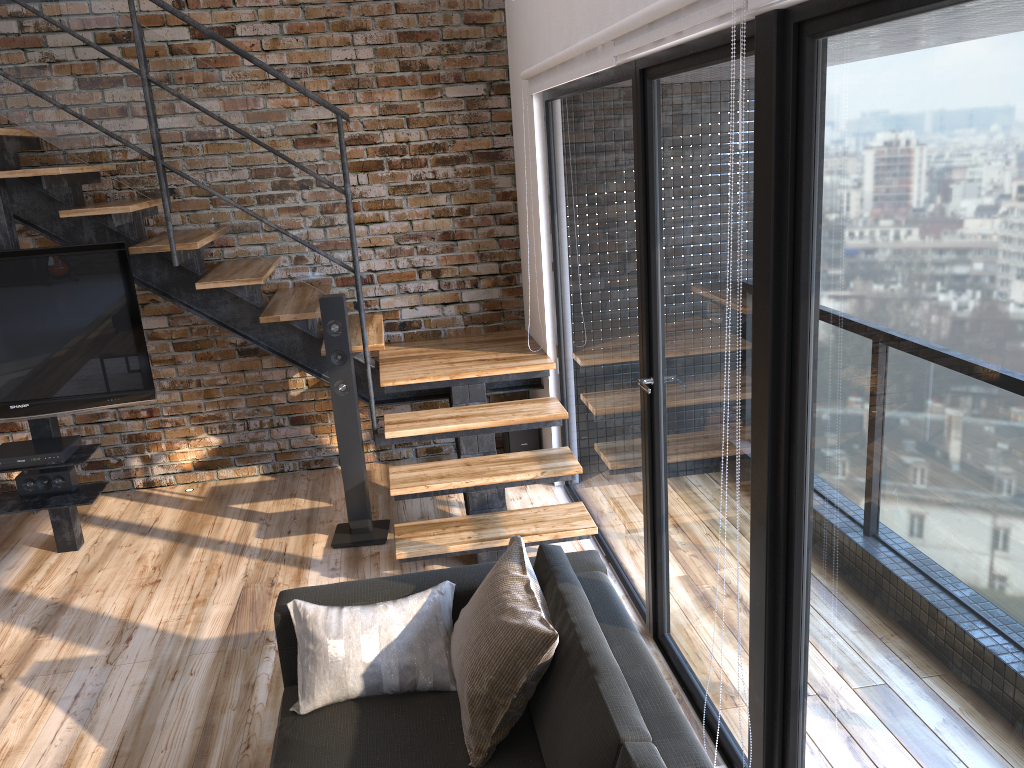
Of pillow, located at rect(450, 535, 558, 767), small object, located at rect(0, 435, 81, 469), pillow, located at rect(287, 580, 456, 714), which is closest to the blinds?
pillow, located at rect(450, 535, 558, 767)

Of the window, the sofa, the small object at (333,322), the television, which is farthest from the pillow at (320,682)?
the television

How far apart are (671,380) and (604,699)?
1.27m

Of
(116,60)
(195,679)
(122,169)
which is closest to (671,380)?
(195,679)

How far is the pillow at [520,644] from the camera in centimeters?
212cm

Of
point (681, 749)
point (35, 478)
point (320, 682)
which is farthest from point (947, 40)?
point (35, 478)

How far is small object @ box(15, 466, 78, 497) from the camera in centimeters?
421cm

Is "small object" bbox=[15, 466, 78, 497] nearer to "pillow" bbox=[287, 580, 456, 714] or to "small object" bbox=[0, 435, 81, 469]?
"small object" bbox=[0, 435, 81, 469]

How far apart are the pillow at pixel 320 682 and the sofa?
0.02m

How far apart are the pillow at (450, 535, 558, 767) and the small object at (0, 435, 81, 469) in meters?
2.5 m
